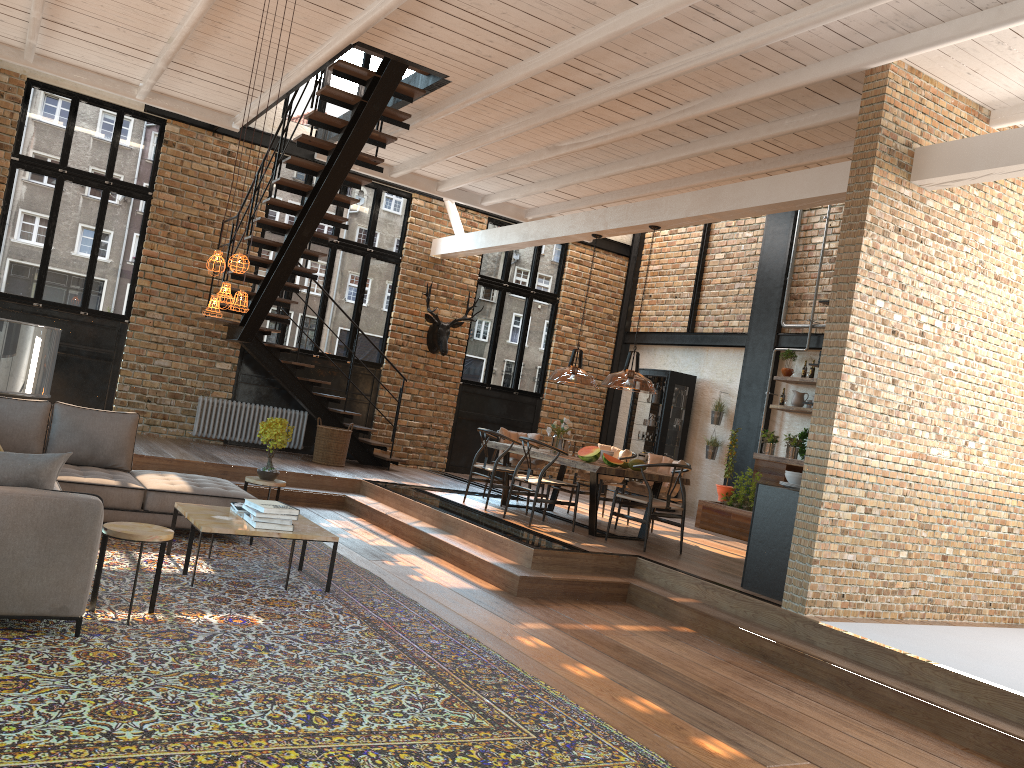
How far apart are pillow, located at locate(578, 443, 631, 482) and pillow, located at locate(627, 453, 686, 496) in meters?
0.5 m

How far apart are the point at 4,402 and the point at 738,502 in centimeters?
823cm

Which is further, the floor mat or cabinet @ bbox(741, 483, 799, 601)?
cabinet @ bbox(741, 483, 799, 601)

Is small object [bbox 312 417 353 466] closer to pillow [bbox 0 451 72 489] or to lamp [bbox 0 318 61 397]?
pillow [bbox 0 451 72 489]

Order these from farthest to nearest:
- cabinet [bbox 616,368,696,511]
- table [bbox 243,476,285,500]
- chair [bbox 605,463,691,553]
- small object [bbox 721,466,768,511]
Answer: cabinet [bbox 616,368,696,511] → small object [bbox 721,466,768,511] → chair [bbox 605,463,691,553] → table [bbox 243,476,285,500]

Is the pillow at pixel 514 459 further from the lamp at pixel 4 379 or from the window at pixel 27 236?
the lamp at pixel 4 379

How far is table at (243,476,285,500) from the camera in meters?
7.6

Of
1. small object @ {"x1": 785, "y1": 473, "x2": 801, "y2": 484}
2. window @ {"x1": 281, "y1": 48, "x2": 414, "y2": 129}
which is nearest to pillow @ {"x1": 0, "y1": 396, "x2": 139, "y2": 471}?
small object @ {"x1": 785, "y1": 473, "x2": 801, "y2": 484}

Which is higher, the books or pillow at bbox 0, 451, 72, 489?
pillow at bbox 0, 451, 72, 489

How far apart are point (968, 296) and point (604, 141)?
3.78m
